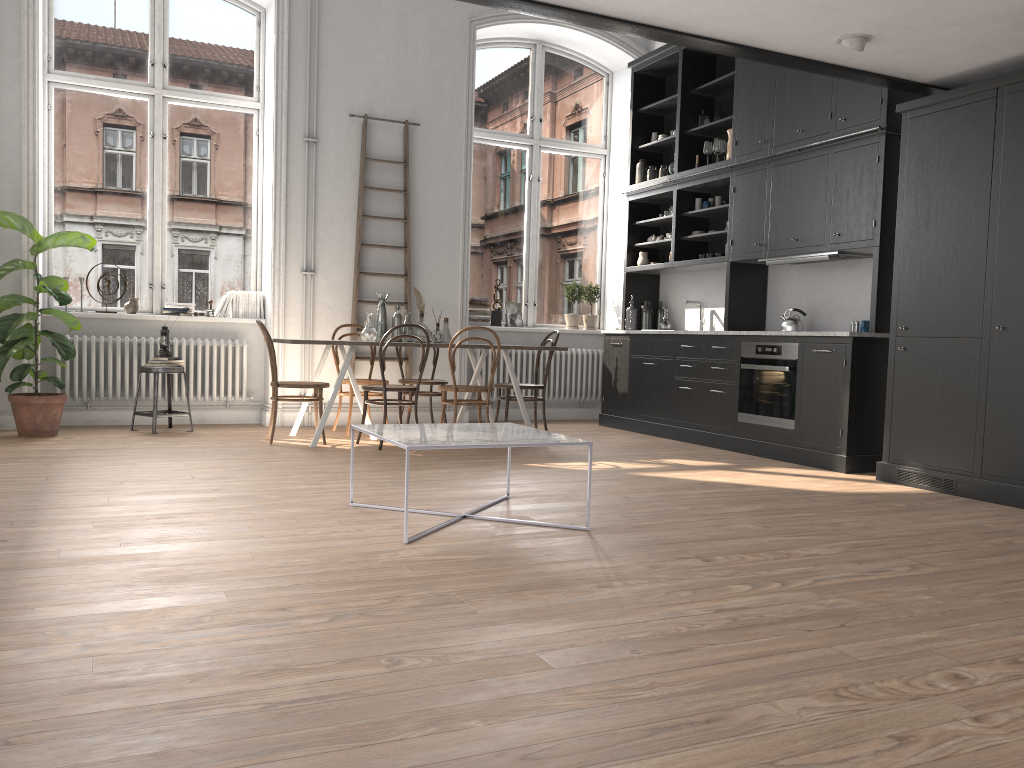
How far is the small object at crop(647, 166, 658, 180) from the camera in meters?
8.5 m

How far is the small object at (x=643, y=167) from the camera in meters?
8.6

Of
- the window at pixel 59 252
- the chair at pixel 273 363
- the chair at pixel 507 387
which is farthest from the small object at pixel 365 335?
the window at pixel 59 252

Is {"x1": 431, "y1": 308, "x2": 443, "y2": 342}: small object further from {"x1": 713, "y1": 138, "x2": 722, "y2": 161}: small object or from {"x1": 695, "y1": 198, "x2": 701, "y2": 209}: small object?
{"x1": 713, "y1": 138, "x2": 722, "y2": 161}: small object

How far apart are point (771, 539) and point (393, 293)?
5.1m

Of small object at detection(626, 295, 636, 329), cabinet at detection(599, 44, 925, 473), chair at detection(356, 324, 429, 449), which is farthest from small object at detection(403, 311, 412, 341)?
small object at detection(626, 295, 636, 329)

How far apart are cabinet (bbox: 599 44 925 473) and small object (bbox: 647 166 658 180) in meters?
0.1

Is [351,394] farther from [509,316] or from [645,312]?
[645,312]

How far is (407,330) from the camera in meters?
7.2 m

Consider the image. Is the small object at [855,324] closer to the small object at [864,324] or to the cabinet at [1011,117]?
the small object at [864,324]
